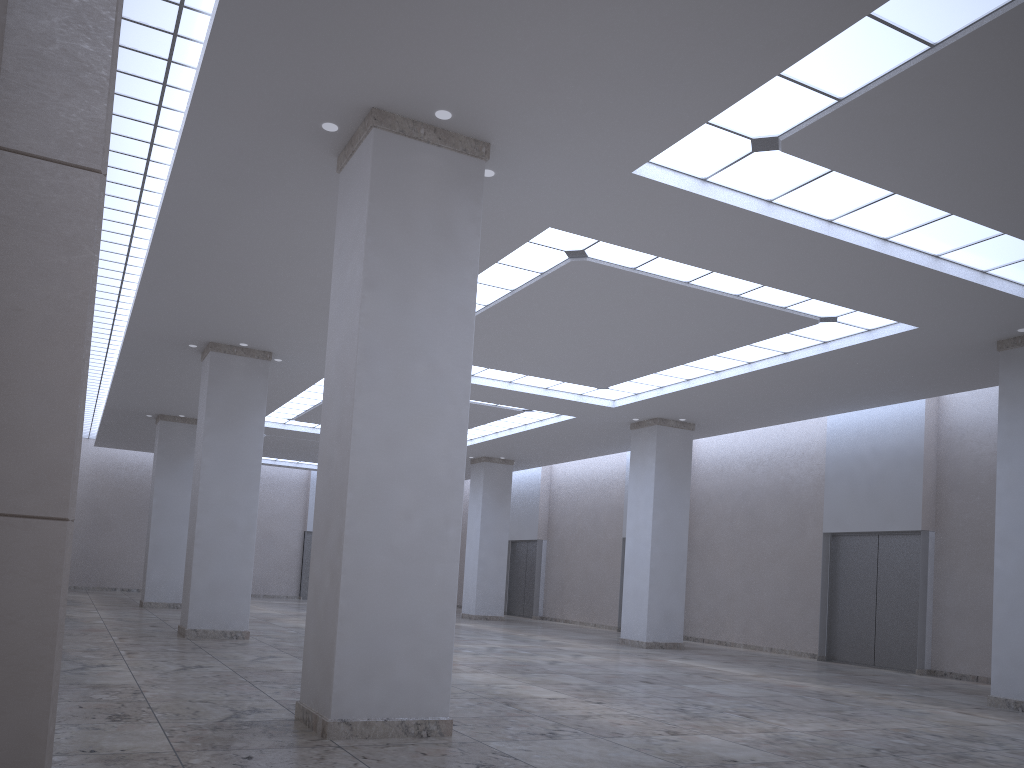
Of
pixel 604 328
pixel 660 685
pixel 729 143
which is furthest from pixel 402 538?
pixel 604 328

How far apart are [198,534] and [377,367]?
30.33m
